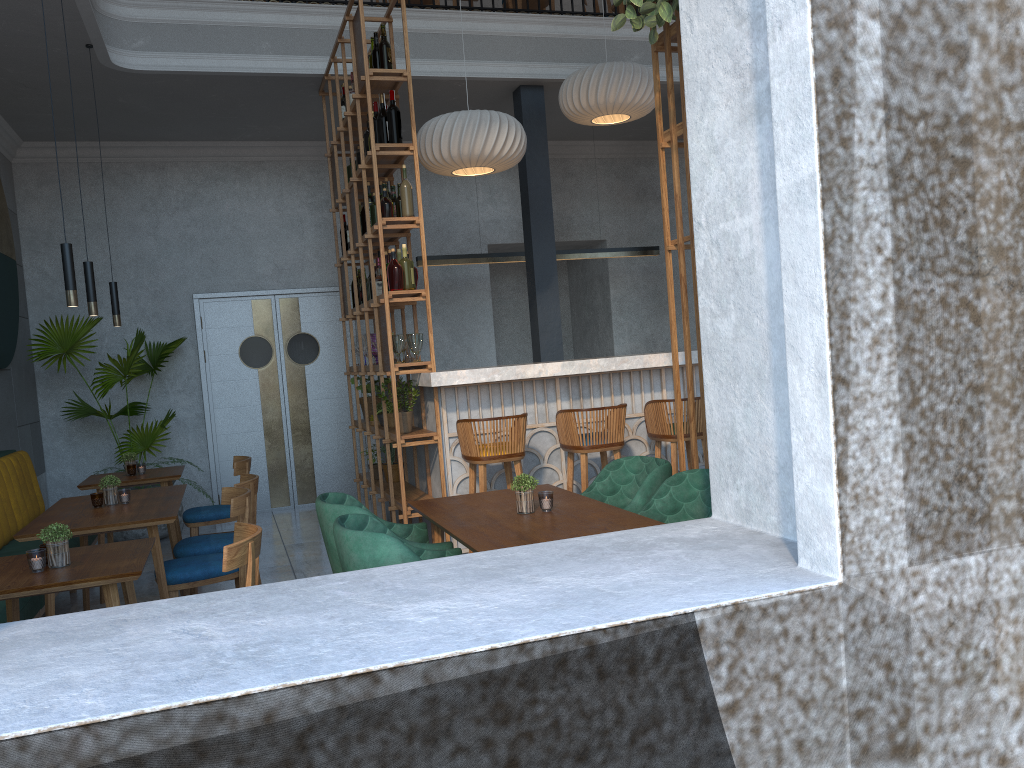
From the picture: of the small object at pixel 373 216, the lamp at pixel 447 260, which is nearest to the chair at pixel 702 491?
the small object at pixel 373 216

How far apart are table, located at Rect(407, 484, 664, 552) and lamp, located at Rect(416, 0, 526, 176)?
2.73m

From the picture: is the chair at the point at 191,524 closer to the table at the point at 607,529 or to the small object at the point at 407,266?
the small object at the point at 407,266

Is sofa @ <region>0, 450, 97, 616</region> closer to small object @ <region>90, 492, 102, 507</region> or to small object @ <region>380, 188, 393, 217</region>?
small object @ <region>90, 492, 102, 507</region>

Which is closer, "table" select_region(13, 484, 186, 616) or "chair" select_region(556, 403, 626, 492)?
"table" select_region(13, 484, 186, 616)

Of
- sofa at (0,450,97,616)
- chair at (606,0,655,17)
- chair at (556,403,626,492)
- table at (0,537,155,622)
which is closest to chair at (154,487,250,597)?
table at (0,537,155,622)

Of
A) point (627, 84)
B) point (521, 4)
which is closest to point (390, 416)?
point (627, 84)

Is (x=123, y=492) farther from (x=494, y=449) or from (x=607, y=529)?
(x=607, y=529)

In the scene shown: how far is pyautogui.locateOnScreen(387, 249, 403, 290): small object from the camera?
5.21m

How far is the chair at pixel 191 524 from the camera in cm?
571
